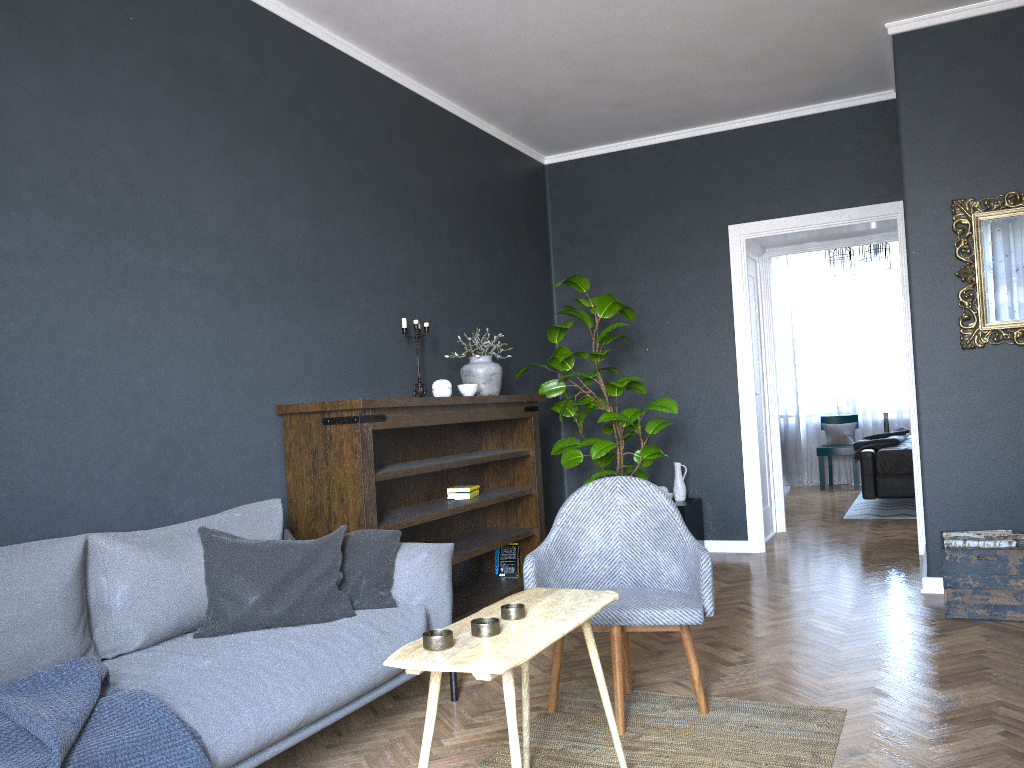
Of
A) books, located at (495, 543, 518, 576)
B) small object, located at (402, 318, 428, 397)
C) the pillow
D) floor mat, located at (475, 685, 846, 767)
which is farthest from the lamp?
the pillow

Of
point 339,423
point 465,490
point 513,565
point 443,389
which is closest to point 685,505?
point 513,565

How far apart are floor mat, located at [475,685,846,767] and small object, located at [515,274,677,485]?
2.0 meters

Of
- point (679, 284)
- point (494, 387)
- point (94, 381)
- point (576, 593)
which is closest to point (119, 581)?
point (94, 381)

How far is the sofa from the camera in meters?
2.3 m

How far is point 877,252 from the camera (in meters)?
8.77

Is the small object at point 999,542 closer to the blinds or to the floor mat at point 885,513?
the floor mat at point 885,513

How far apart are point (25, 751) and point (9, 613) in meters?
0.5 m

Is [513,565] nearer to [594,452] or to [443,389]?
[594,452]

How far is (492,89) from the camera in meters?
5.3 m
